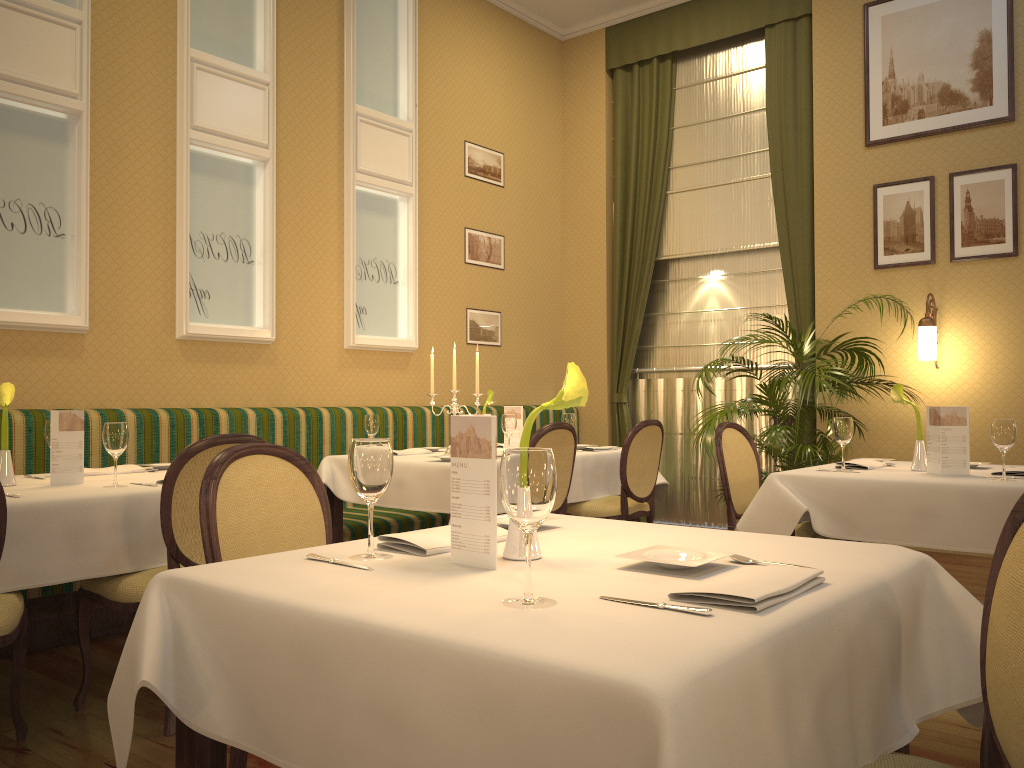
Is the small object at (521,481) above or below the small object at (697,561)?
above

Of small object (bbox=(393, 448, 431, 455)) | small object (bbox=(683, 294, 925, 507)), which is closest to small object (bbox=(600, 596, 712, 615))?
small object (bbox=(393, 448, 431, 455))

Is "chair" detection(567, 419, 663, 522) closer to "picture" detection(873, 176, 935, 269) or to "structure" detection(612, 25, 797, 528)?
"structure" detection(612, 25, 797, 528)

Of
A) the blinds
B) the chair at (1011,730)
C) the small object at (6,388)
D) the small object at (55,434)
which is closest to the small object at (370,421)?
the small object at (55,434)

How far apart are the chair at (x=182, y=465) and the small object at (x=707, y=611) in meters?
2.0 m

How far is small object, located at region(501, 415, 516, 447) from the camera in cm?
486

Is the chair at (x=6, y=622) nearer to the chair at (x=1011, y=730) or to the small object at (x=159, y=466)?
the small object at (x=159, y=466)

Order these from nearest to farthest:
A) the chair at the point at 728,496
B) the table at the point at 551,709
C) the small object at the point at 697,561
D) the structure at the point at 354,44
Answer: the table at the point at 551,709, the small object at the point at 697,561, the chair at the point at 728,496, the structure at the point at 354,44

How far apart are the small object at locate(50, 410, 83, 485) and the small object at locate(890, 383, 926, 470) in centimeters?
332cm

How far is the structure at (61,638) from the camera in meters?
3.8 m
